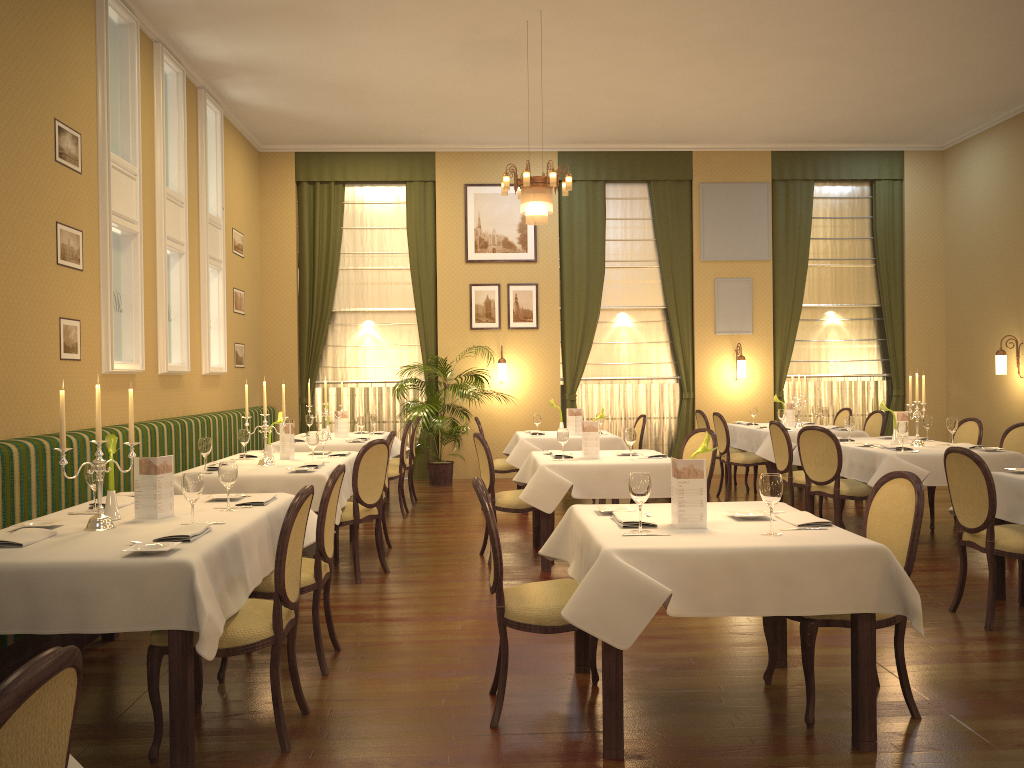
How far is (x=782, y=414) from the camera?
9.4 meters

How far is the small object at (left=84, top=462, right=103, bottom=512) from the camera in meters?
4.1 m

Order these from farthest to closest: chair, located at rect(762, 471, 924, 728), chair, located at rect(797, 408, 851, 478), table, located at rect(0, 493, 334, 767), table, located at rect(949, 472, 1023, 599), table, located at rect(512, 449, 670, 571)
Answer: chair, located at rect(797, 408, 851, 478) < table, located at rect(512, 449, 670, 571) < table, located at rect(949, 472, 1023, 599) < chair, located at rect(762, 471, 924, 728) < table, located at rect(0, 493, 334, 767)

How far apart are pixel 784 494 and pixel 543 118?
5.3m

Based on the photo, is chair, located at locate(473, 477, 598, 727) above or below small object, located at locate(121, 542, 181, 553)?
below

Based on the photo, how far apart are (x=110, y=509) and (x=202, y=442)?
2.0 meters

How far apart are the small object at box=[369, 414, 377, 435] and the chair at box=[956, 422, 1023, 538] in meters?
5.9 m

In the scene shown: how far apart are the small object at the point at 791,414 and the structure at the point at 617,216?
2.2 meters

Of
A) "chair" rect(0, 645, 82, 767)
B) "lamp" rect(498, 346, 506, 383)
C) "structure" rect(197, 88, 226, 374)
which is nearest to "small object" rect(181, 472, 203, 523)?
"chair" rect(0, 645, 82, 767)

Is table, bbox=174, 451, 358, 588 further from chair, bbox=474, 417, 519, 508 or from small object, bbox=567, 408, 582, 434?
small object, bbox=567, 408, 582, 434
